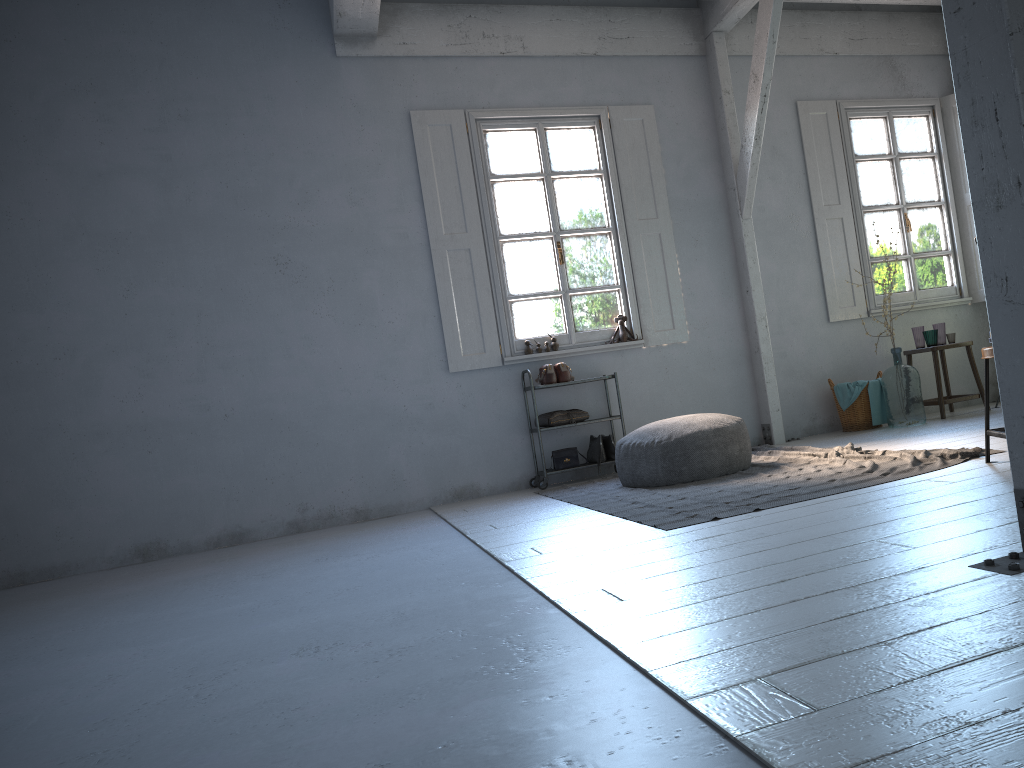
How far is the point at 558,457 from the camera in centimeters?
744cm

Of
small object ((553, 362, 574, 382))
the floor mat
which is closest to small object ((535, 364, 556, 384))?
small object ((553, 362, 574, 382))

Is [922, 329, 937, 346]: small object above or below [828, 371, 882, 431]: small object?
above

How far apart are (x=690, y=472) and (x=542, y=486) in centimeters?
169cm

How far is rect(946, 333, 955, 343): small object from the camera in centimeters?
794cm

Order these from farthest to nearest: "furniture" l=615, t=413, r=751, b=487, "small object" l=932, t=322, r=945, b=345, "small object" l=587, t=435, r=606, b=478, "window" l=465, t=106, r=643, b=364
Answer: "small object" l=932, t=322, r=945, b=345, "window" l=465, t=106, r=643, b=364, "small object" l=587, t=435, r=606, b=478, "furniture" l=615, t=413, r=751, b=487

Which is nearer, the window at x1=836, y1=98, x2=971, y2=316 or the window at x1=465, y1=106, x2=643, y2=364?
the window at x1=465, y1=106, x2=643, y2=364

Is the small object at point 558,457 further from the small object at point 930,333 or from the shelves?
the small object at point 930,333

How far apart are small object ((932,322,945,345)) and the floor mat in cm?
219

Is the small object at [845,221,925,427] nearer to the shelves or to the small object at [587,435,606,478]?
the shelves
